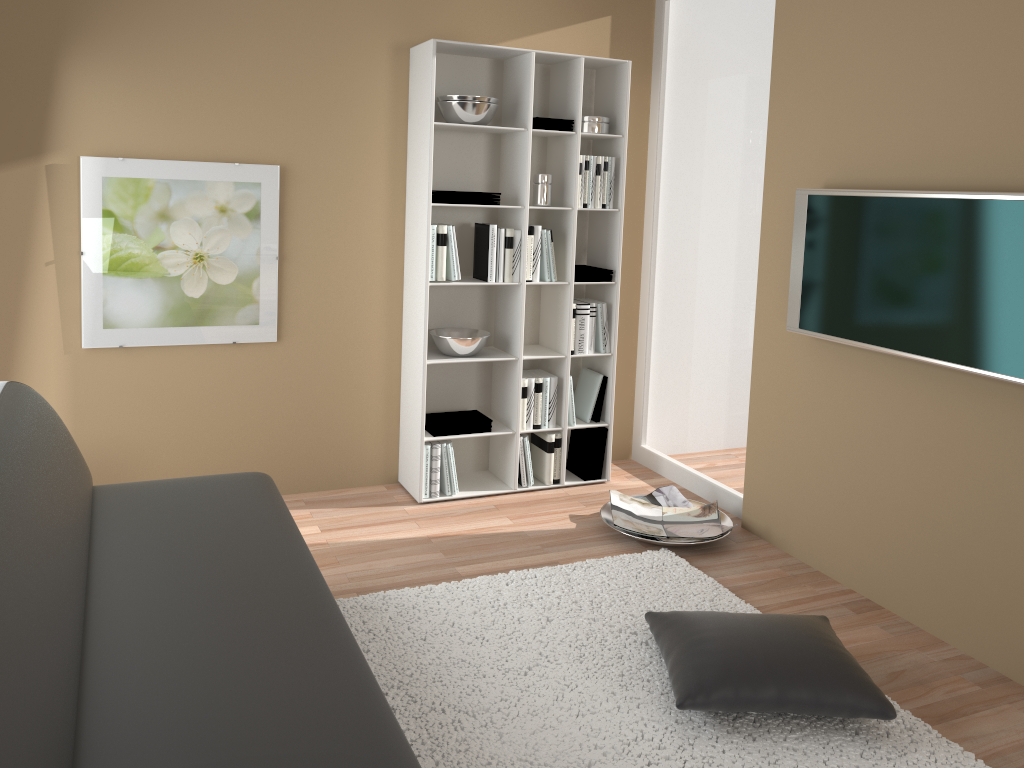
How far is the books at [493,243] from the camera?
4.1 meters

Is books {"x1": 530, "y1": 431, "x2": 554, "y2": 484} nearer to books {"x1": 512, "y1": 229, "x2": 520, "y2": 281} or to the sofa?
books {"x1": 512, "y1": 229, "x2": 520, "y2": 281}

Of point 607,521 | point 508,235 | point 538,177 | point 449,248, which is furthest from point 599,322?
point 607,521

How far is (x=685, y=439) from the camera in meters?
4.6

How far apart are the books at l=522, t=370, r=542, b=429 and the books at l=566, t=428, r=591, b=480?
0.3m

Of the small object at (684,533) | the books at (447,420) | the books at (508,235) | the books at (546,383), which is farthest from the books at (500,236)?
the small object at (684,533)

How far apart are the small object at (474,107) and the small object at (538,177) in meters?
0.4

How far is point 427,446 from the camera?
4.2 meters

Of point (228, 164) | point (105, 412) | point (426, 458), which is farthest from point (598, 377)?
point (105, 412)

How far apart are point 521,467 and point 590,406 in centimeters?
49cm
